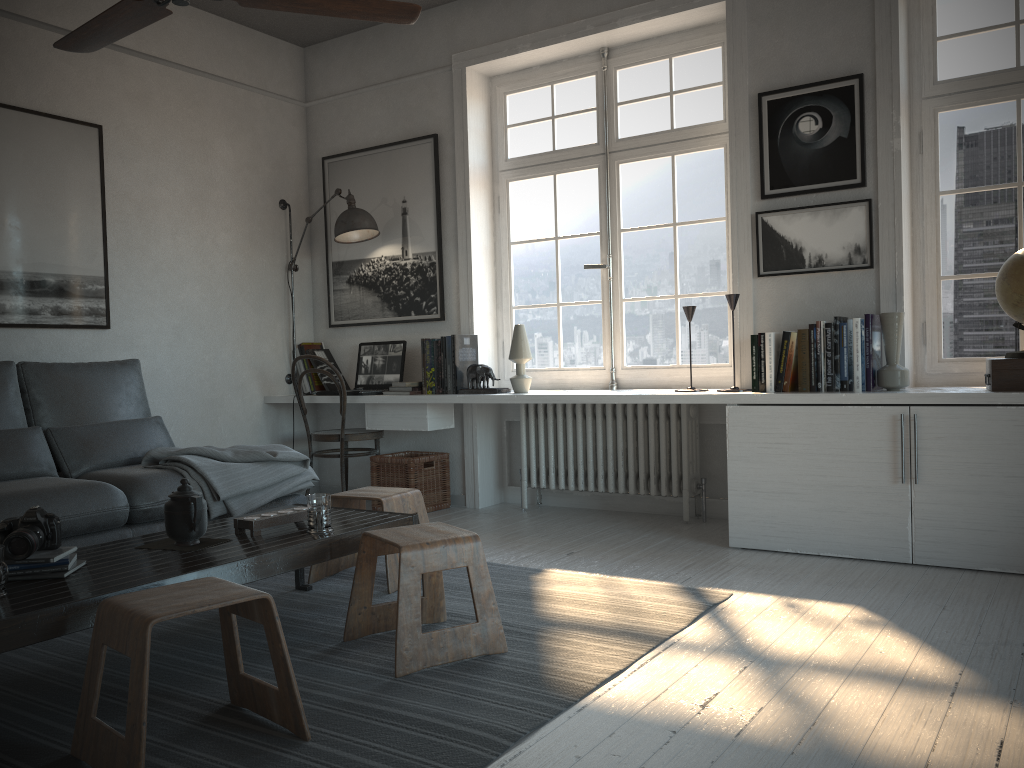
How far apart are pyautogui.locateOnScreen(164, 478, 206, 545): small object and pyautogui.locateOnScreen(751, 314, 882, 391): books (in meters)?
2.42

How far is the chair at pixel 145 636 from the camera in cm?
176

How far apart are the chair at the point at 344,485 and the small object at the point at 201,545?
2.34m

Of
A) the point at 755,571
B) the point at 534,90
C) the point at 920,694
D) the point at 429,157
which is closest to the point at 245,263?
the point at 429,157

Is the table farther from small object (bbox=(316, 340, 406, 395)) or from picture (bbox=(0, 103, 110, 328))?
picture (bbox=(0, 103, 110, 328))

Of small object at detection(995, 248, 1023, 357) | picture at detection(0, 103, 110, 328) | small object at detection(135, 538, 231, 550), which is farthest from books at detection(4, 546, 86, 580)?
small object at detection(995, 248, 1023, 357)

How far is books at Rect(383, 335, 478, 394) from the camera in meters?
4.8 m

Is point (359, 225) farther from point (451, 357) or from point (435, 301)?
point (451, 357)

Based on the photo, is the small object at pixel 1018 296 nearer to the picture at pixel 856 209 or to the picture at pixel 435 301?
the picture at pixel 856 209

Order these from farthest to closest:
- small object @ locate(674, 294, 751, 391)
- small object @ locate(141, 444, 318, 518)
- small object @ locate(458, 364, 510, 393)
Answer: small object @ locate(458, 364, 510, 393), small object @ locate(674, 294, 751, 391), small object @ locate(141, 444, 318, 518)
